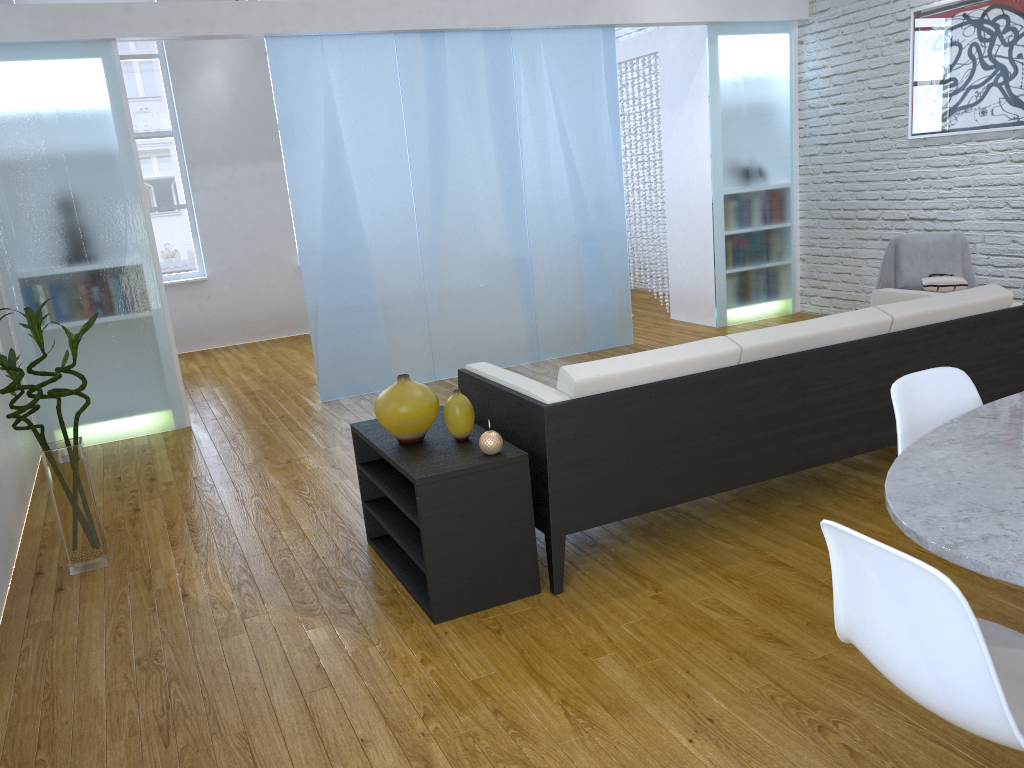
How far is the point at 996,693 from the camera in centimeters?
Result: 120cm

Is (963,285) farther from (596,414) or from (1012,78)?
(596,414)

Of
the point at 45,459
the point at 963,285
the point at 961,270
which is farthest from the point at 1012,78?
the point at 45,459

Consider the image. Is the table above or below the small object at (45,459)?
above

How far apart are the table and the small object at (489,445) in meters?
1.2

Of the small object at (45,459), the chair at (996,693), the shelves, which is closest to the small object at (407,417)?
the shelves

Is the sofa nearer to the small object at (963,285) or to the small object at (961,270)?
the small object at (963,285)

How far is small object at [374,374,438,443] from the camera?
2.7m

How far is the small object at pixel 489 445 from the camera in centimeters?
259cm

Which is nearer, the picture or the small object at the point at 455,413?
the small object at the point at 455,413
